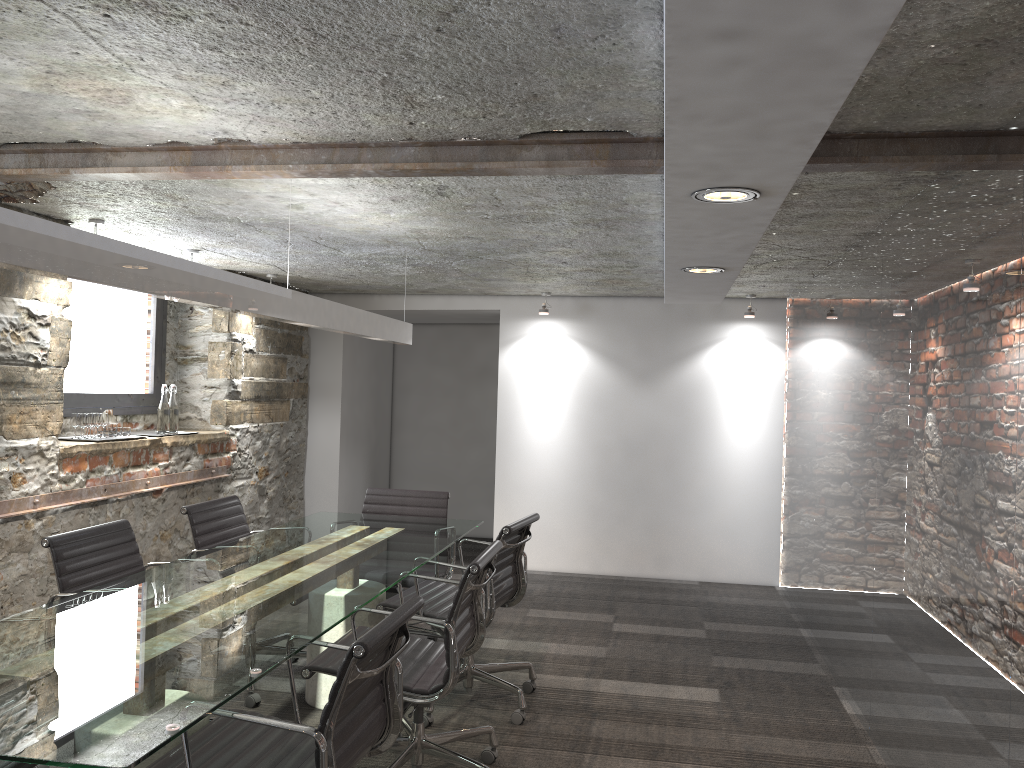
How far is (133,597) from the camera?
2.8 meters

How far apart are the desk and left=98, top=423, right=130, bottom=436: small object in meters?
1.2

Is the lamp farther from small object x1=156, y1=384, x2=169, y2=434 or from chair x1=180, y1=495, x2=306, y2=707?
small object x1=156, y1=384, x2=169, y2=434

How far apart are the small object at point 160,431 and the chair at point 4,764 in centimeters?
332cm

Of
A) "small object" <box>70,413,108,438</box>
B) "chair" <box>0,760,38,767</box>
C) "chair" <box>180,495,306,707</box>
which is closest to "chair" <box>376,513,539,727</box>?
"chair" <box>180,495,306,707</box>

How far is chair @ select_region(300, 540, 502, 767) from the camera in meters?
2.9

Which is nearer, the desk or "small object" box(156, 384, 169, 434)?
the desk

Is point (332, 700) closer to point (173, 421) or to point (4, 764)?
point (4, 764)

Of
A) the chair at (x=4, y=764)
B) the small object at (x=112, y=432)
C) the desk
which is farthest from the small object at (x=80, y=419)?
the chair at (x=4, y=764)

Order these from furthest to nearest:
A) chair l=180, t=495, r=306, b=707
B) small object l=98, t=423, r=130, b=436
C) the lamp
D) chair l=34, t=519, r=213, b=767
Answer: small object l=98, t=423, r=130, b=436 < chair l=180, t=495, r=306, b=707 < chair l=34, t=519, r=213, b=767 < the lamp
